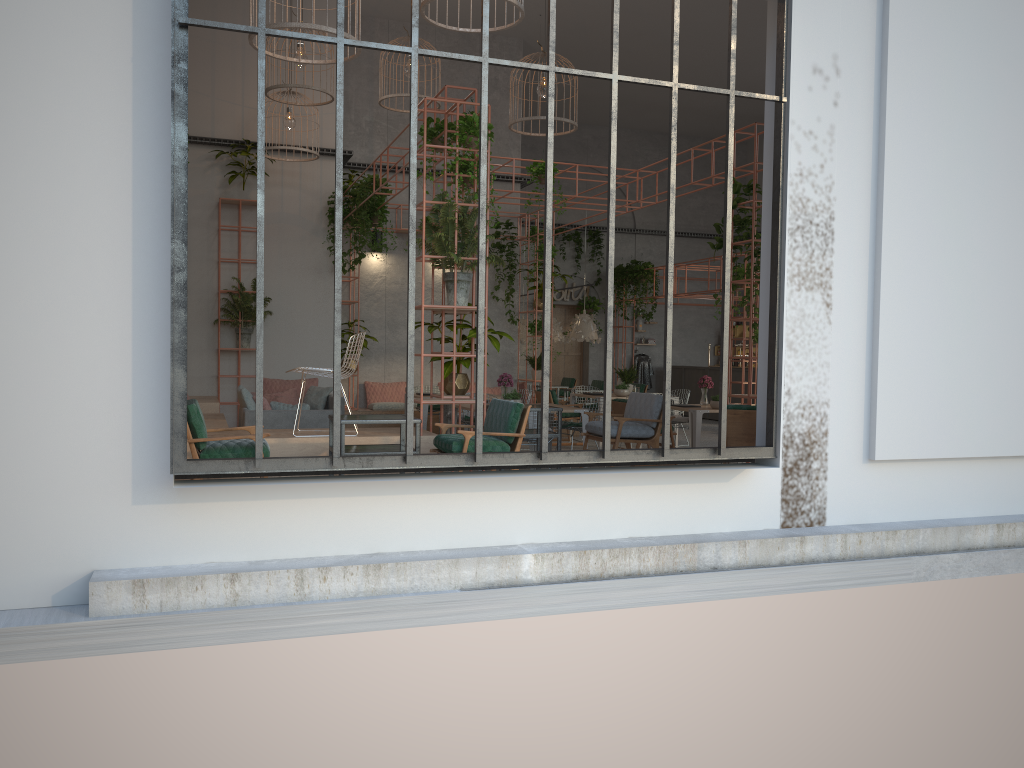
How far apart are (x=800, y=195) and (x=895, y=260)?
1.0m

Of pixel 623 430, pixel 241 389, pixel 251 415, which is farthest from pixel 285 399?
pixel 623 430

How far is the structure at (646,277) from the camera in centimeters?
2102cm

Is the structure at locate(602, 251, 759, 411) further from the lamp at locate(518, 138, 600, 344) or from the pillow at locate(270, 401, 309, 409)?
the pillow at locate(270, 401, 309, 409)

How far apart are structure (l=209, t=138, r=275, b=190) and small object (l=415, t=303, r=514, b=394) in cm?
652

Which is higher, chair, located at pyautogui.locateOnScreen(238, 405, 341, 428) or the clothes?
the clothes

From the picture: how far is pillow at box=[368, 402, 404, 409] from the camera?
15.0 meters

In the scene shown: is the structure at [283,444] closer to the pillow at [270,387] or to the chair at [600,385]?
the pillow at [270,387]

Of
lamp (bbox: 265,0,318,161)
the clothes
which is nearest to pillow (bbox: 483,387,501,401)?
lamp (bbox: 265,0,318,161)

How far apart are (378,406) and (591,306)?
8.9 meters
